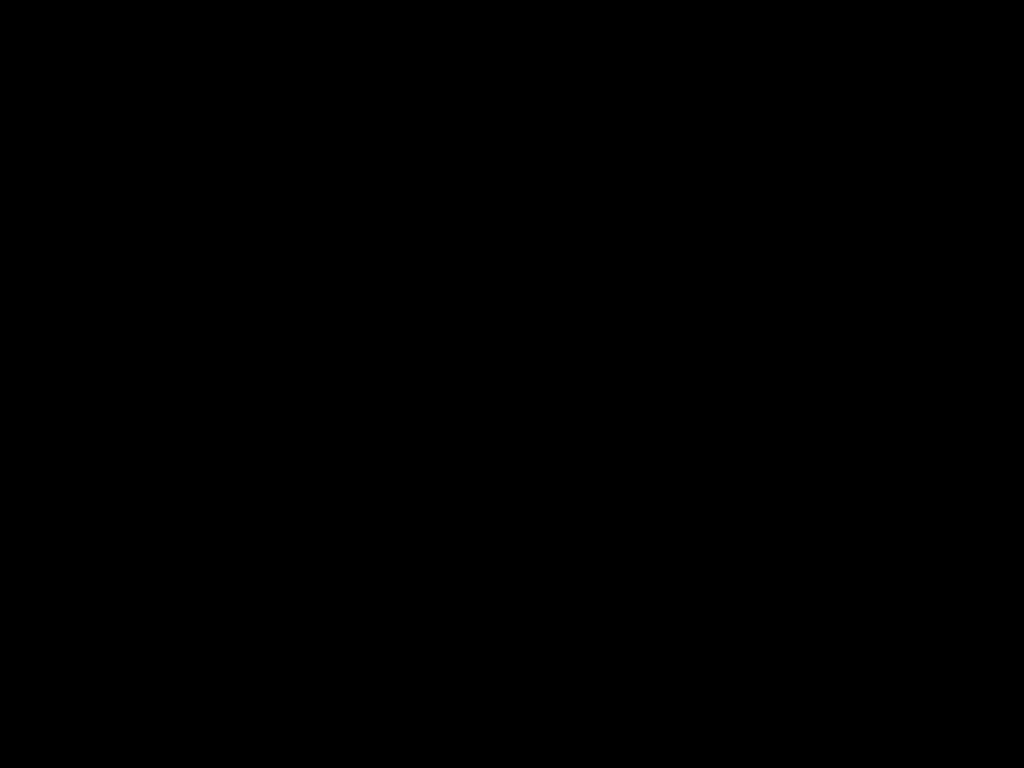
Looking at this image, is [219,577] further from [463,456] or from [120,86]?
[120,86]

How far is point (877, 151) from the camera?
0.3m
